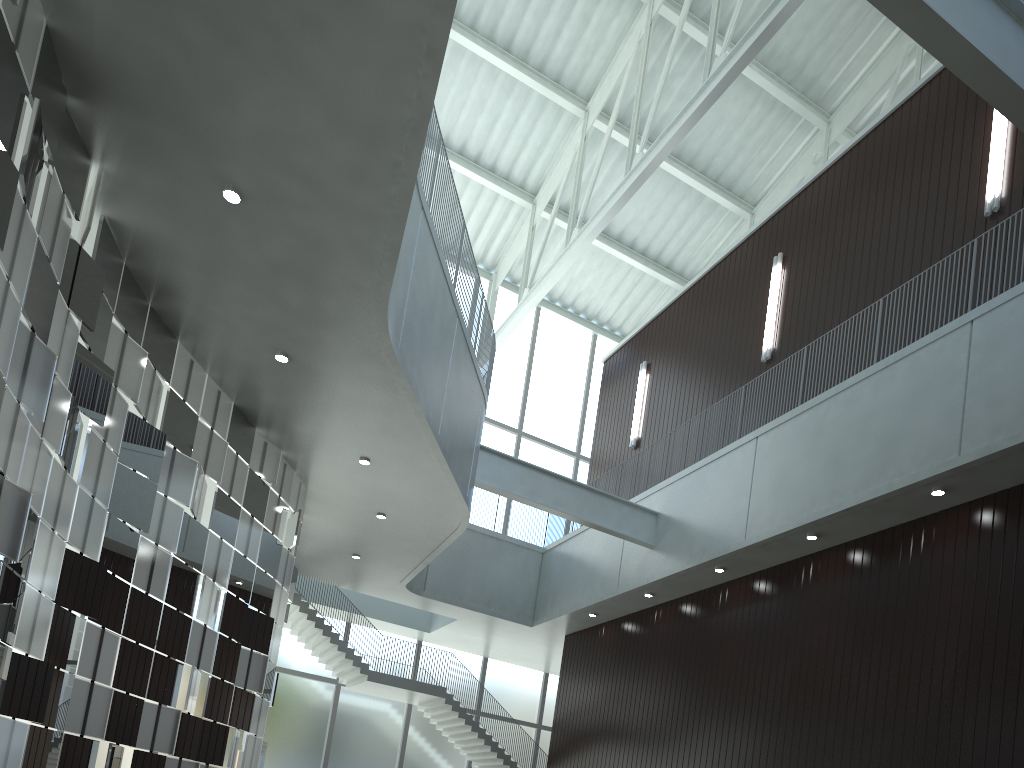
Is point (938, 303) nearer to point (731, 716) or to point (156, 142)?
point (731, 716)
